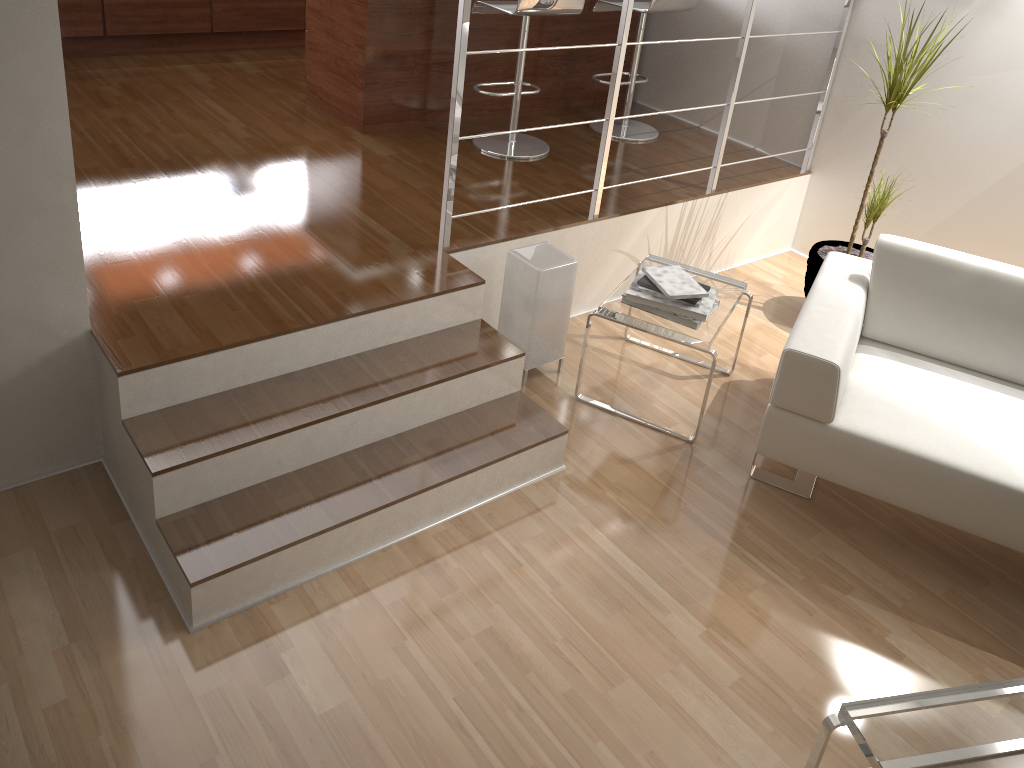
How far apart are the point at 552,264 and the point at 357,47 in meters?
1.7 m

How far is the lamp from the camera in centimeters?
310cm

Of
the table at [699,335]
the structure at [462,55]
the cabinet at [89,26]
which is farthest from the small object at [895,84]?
the cabinet at [89,26]

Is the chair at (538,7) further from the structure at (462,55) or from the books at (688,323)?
the books at (688,323)

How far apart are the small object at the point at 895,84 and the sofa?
0.6m

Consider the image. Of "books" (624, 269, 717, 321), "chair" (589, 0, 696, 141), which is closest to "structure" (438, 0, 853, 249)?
"books" (624, 269, 717, 321)

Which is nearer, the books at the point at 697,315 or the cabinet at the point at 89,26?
the books at the point at 697,315

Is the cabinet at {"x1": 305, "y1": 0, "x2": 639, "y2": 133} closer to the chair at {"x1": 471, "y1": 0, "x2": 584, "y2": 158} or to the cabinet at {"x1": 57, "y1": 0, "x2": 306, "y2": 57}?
the chair at {"x1": 471, "y1": 0, "x2": 584, "y2": 158}

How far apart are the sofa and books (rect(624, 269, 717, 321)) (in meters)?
0.32

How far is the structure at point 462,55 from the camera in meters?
2.8
